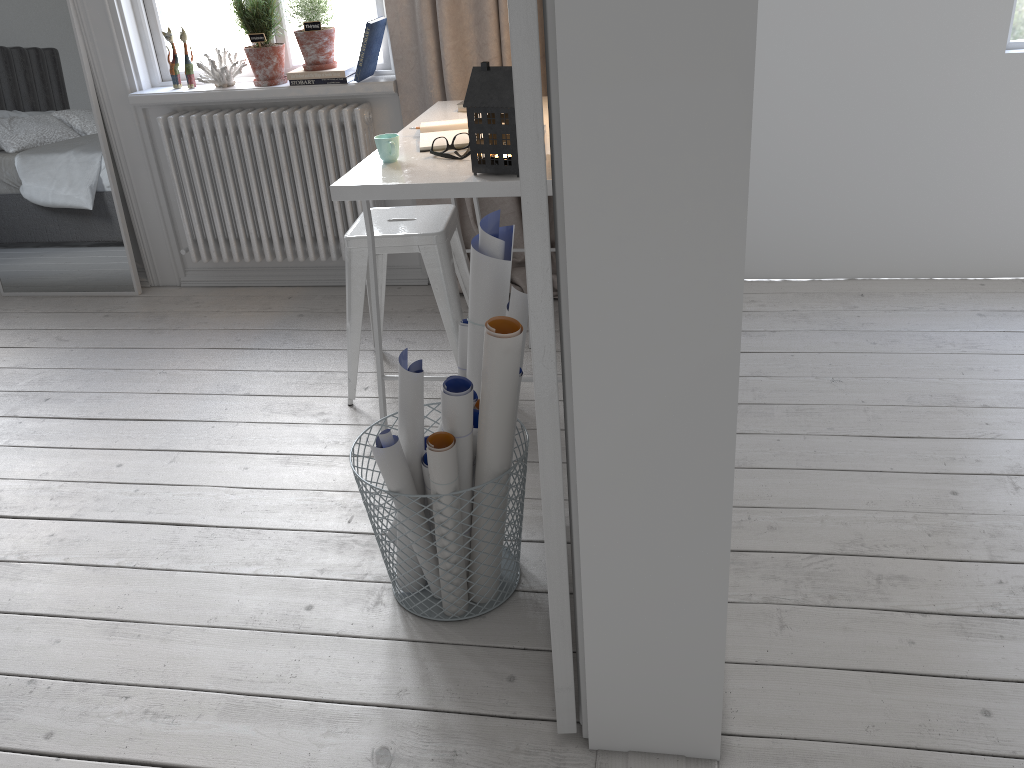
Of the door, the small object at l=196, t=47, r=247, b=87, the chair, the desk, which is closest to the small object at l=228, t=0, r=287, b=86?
the small object at l=196, t=47, r=247, b=87

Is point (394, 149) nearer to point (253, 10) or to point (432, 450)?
point (432, 450)

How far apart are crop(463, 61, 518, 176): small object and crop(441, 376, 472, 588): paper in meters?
0.6 m

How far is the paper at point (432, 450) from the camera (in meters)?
1.63

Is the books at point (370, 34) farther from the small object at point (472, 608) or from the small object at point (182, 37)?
the small object at point (472, 608)

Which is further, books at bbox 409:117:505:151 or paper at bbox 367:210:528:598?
books at bbox 409:117:505:151

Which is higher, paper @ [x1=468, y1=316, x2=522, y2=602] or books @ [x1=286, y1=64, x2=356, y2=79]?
books @ [x1=286, y1=64, x2=356, y2=79]

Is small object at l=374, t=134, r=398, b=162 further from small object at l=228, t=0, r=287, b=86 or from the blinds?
small object at l=228, t=0, r=287, b=86

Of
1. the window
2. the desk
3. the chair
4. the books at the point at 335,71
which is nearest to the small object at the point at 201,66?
the window

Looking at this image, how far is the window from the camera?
3.4m
